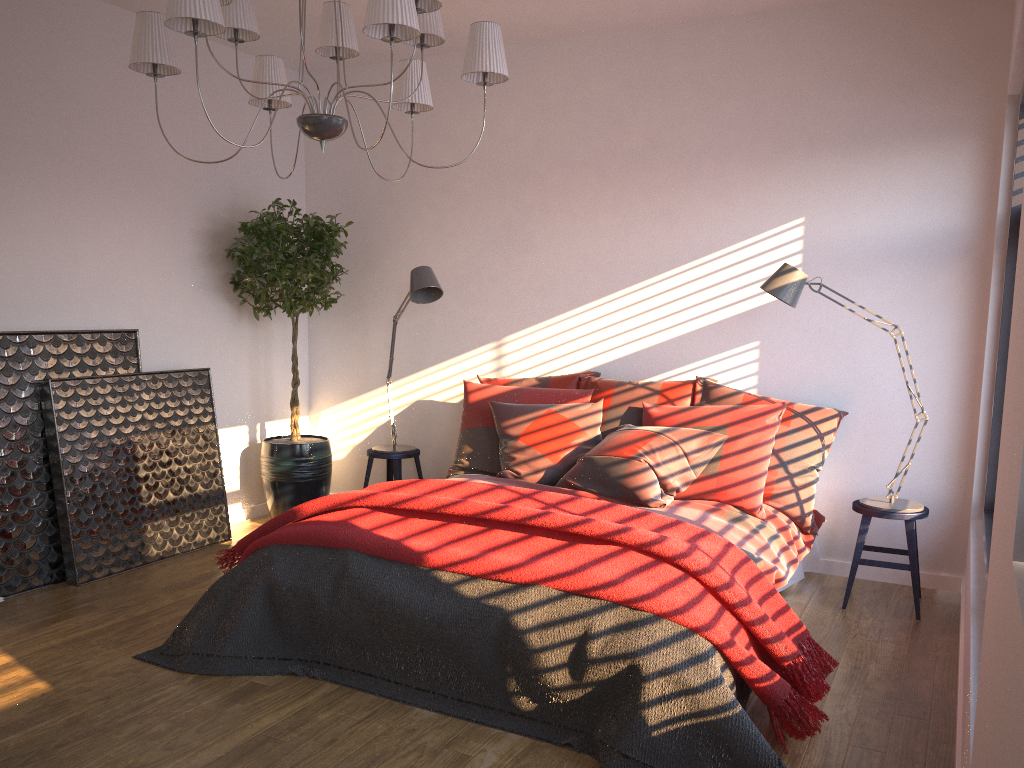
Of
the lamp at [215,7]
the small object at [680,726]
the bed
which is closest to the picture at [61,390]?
the small object at [680,726]

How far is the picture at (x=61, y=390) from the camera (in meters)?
4.32

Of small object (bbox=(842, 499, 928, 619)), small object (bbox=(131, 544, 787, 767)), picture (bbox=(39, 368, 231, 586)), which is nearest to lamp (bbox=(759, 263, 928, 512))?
small object (bbox=(842, 499, 928, 619))

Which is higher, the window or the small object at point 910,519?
the window

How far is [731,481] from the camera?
4.1 meters

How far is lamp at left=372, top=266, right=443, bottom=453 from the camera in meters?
4.9 m

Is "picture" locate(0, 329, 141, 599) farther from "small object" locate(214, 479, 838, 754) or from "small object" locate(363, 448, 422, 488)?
"small object" locate(363, 448, 422, 488)

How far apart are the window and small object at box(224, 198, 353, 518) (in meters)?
3.55

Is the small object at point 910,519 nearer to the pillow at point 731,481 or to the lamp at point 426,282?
the pillow at point 731,481

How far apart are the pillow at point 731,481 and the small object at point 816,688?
0.8m
